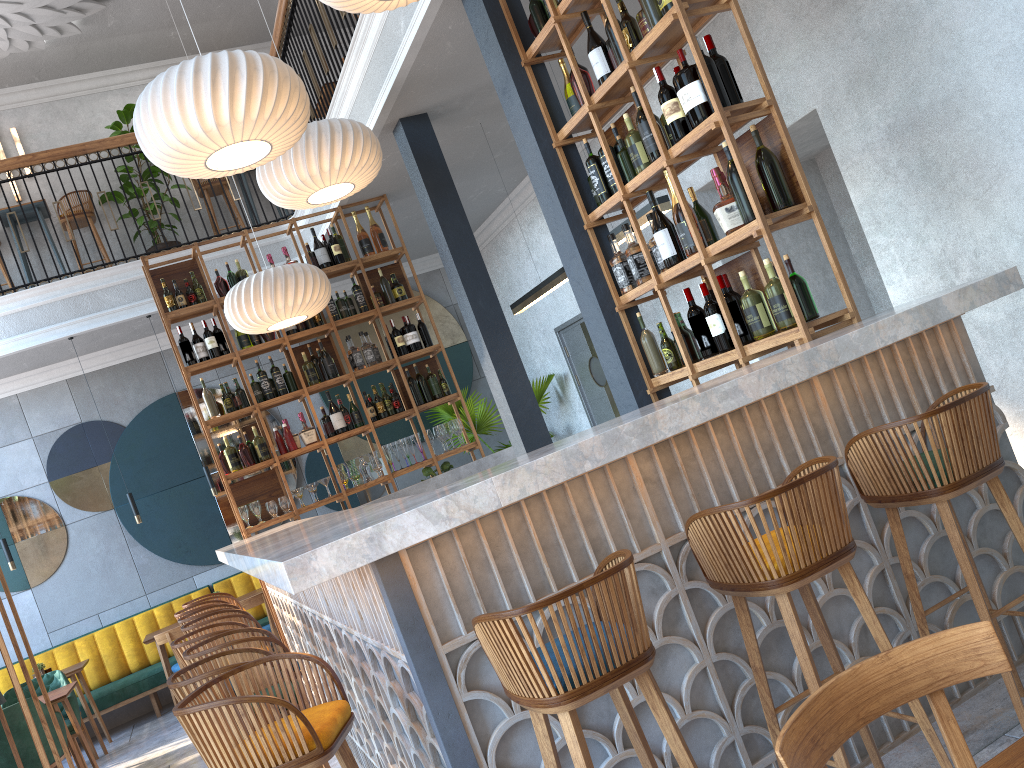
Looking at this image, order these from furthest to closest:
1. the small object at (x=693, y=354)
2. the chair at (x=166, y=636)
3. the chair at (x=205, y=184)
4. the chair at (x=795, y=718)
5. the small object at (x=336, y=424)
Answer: the chair at (x=205, y=184), the chair at (x=166, y=636), the small object at (x=336, y=424), the small object at (x=693, y=354), the chair at (x=795, y=718)

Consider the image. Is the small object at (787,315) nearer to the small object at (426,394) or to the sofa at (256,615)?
A: the small object at (426,394)

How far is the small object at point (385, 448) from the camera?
7.0m

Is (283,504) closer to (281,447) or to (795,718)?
(281,447)

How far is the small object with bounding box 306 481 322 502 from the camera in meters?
6.8

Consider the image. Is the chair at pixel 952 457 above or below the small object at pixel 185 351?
below

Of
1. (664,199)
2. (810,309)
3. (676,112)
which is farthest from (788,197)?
(664,199)

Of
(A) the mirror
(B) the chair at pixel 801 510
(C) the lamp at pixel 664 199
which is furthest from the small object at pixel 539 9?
(A) the mirror

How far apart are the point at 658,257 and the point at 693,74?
0.9m

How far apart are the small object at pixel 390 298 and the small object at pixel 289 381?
1.0 meters
